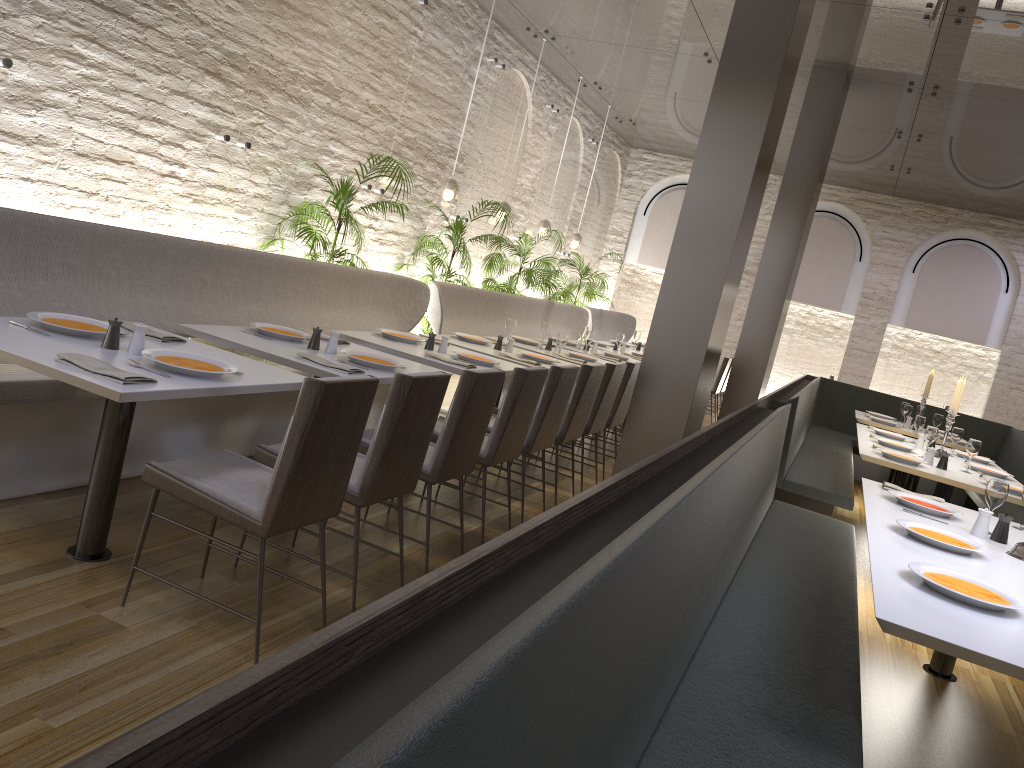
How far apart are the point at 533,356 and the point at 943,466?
2.8 meters

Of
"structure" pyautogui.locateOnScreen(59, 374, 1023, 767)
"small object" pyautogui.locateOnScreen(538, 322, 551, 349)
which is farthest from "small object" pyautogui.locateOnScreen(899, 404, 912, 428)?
"small object" pyautogui.locateOnScreen(538, 322, 551, 349)

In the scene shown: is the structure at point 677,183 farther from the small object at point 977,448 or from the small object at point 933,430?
the small object at point 977,448

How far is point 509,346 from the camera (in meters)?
6.47

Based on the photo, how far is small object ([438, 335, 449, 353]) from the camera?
5.41m

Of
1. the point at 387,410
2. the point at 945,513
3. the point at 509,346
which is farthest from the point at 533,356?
the point at 387,410

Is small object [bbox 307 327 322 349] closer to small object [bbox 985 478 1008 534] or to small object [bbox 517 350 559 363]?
small object [bbox 517 350 559 363]

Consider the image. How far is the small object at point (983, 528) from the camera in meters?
3.6 m

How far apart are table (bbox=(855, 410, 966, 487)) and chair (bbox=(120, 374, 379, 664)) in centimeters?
686cm

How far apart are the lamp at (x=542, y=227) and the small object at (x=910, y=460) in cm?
602
